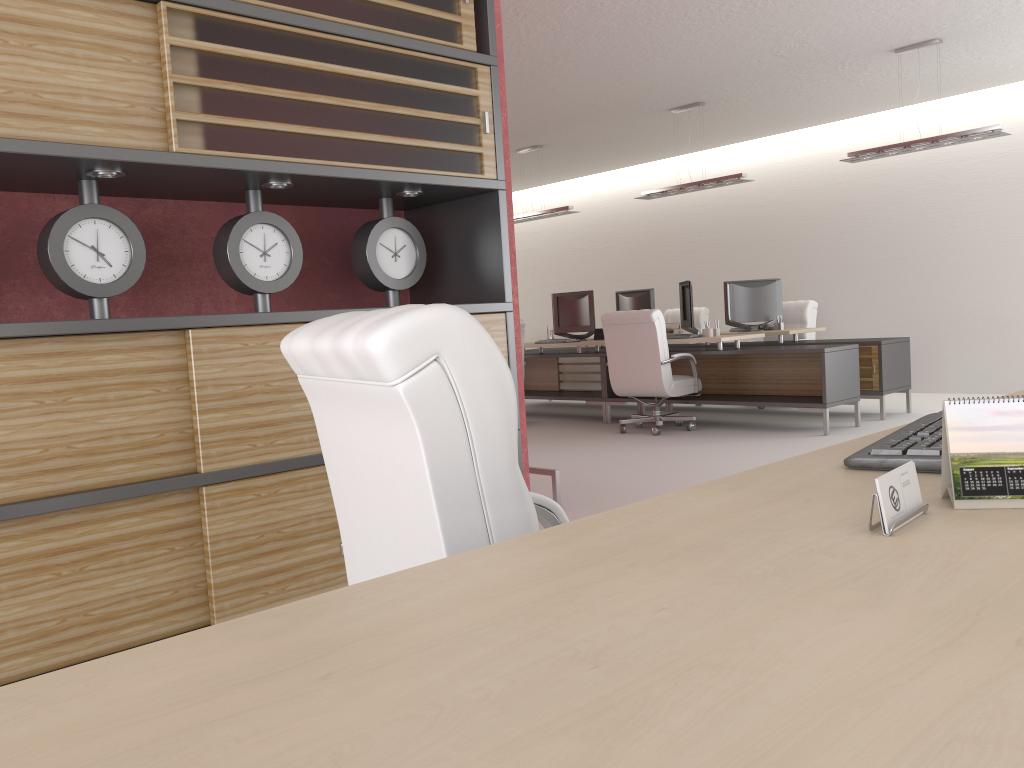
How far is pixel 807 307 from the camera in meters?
13.8

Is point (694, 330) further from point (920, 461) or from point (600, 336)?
point (920, 461)

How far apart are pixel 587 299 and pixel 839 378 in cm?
431

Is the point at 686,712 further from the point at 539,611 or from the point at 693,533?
the point at 693,533

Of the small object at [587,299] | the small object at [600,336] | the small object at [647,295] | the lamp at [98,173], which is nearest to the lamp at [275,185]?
the lamp at [98,173]

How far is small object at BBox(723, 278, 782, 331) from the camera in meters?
13.4 m

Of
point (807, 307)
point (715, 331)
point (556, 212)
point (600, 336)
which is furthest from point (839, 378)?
point (556, 212)

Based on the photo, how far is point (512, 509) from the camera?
2.0m

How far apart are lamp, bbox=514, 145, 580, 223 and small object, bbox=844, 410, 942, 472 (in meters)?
12.57

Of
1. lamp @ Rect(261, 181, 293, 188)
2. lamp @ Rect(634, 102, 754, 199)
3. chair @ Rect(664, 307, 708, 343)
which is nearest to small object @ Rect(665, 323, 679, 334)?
chair @ Rect(664, 307, 708, 343)
